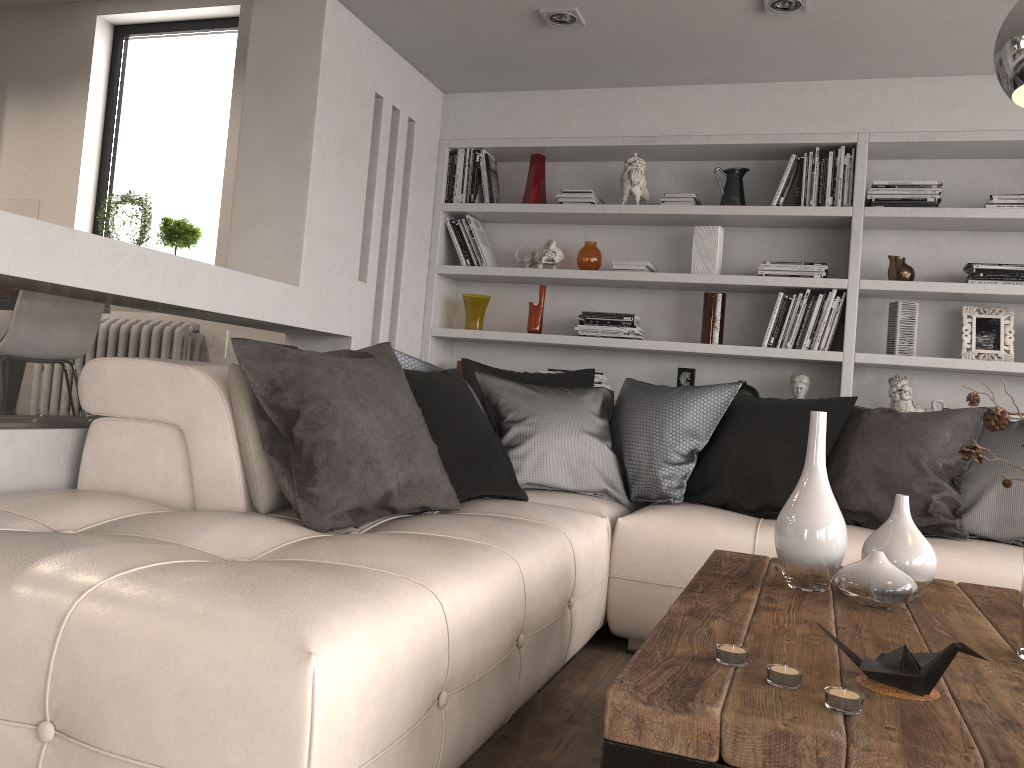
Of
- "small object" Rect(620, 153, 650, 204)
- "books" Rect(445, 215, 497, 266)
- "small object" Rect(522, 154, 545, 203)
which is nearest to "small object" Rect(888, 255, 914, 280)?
"small object" Rect(620, 153, 650, 204)

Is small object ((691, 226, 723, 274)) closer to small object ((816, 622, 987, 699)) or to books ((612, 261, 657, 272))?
books ((612, 261, 657, 272))

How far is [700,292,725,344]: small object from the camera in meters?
4.3

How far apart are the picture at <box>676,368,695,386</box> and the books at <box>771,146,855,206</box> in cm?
90

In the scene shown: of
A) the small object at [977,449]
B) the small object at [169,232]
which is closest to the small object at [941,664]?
the small object at [977,449]

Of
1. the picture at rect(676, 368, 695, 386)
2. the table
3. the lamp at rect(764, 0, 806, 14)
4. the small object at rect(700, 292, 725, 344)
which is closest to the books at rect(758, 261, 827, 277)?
the small object at rect(700, 292, 725, 344)

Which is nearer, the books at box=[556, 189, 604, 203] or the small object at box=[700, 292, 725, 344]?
the small object at box=[700, 292, 725, 344]

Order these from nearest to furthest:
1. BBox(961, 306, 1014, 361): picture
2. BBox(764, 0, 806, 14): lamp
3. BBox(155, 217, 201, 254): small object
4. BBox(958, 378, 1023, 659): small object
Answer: BBox(958, 378, 1023, 659): small object, BBox(764, 0, 806, 14): lamp, BBox(961, 306, 1014, 361): picture, BBox(155, 217, 201, 254): small object

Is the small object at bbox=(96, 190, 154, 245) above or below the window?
below

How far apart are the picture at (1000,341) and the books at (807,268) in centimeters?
66cm
